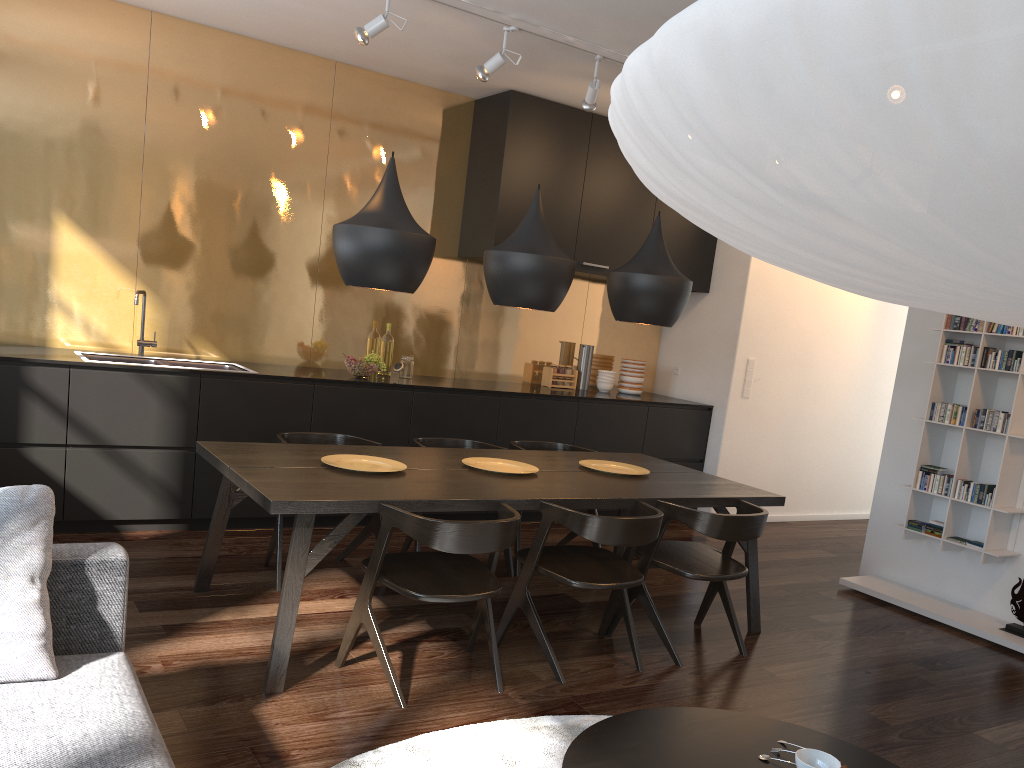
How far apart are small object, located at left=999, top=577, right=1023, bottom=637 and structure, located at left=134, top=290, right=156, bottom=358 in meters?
4.9

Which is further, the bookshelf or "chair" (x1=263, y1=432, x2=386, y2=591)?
the bookshelf

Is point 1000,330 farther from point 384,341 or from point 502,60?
point 384,341

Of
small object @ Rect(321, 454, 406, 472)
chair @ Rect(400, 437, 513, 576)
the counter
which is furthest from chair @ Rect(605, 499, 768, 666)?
the counter

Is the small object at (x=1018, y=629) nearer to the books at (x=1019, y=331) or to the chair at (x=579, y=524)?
the books at (x=1019, y=331)

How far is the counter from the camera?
4.5 meters

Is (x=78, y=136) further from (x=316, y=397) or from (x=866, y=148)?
(x=866, y=148)

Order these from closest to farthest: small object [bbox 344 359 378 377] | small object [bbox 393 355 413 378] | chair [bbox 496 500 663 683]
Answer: chair [bbox 496 500 663 683] < small object [bbox 344 359 378 377] < small object [bbox 393 355 413 378]

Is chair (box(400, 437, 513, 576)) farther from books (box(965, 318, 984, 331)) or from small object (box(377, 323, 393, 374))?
books (box(965, 318, 984, 331))

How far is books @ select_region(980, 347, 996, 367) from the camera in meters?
4.8
